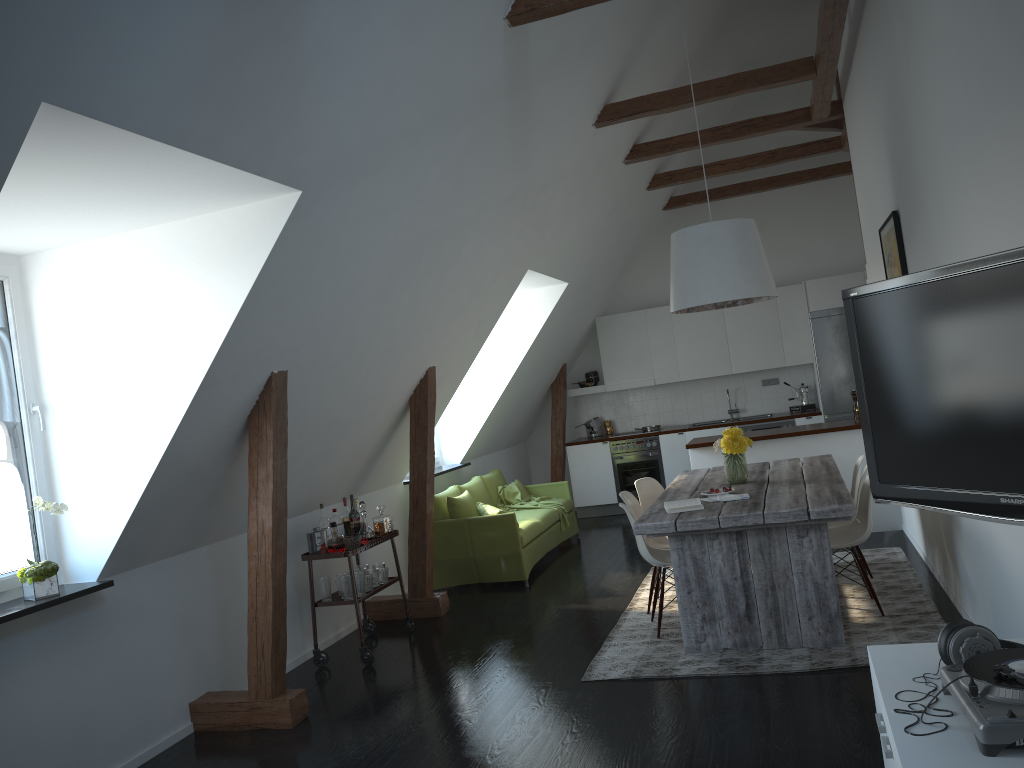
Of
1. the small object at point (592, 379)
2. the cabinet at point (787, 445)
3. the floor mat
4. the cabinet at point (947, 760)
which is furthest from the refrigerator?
the cabinet at point (947, 760)

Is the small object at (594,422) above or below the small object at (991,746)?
above

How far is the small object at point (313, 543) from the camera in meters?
5.7

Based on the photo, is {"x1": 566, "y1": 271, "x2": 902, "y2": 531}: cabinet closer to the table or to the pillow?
the table

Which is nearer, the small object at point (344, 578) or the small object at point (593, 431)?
the small object at point (344, 578)

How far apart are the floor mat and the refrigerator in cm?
316

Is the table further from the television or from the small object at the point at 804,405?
the small object at the point at 804,405

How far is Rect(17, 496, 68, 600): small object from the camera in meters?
4.0 m

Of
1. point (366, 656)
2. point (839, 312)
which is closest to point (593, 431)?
point (839, 312)

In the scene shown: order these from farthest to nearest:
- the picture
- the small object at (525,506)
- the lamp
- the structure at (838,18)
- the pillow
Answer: the small object at (525,506) → the pillow → the lamp → the structure at (838,18) → the picture
